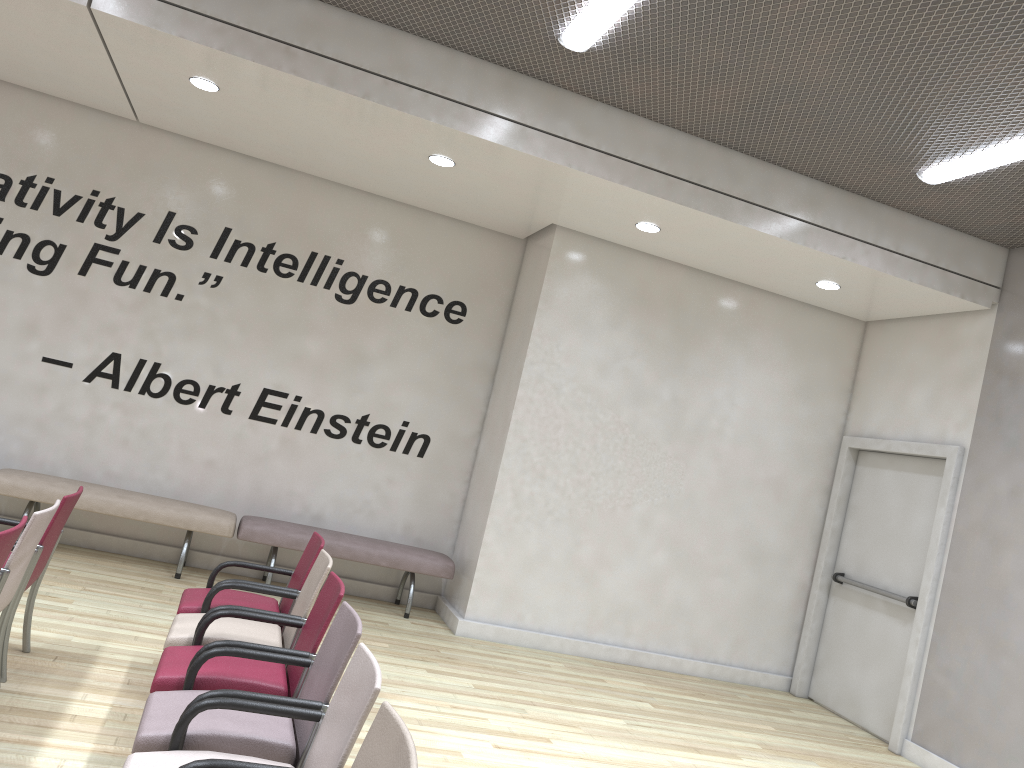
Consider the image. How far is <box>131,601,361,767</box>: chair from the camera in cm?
282

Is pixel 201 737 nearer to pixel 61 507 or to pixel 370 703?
pixel 370 703

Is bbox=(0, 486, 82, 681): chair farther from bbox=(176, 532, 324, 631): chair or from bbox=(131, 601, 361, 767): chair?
bbox=(131, 601, 361, 767): chair

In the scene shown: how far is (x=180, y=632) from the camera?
3.9 meters

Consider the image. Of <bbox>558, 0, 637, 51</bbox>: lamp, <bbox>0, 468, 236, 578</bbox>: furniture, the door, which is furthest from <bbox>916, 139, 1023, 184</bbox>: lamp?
<bbox>0, 468, 236, 578</bbox>: furniture

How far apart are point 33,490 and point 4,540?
3.9 meters

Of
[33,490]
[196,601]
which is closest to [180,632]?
[196,601]

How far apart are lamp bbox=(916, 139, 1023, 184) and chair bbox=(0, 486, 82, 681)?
5.45m

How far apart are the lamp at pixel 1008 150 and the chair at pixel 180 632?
4.5m

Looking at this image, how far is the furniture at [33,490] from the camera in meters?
6.7 m
